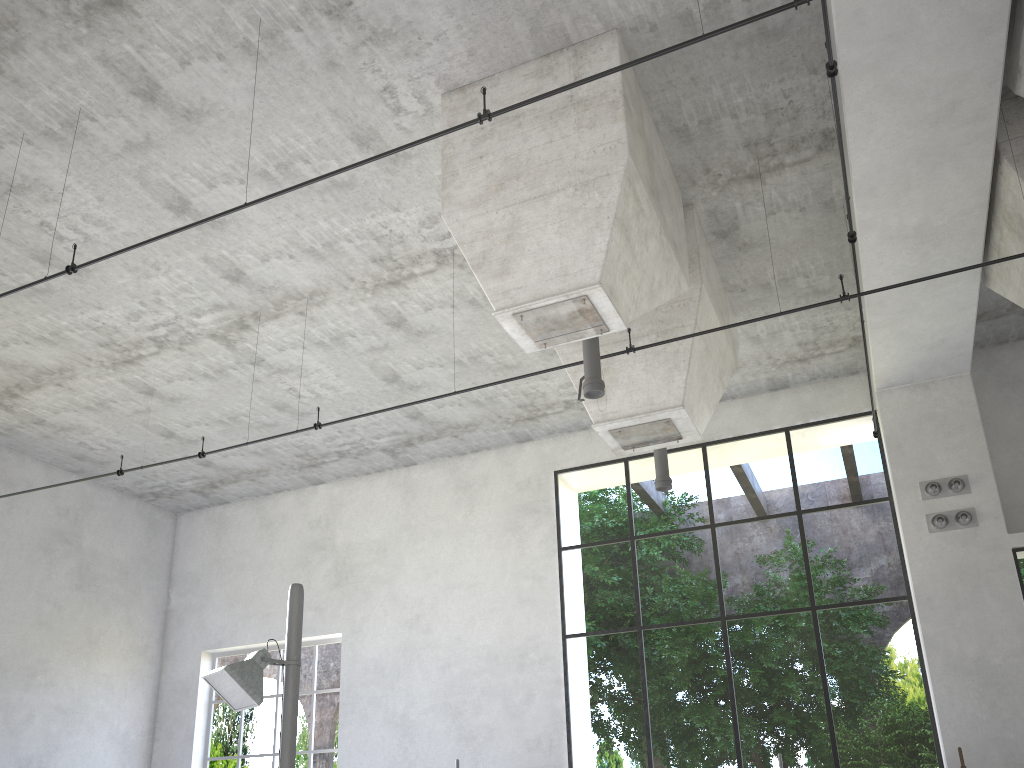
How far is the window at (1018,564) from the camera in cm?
1269

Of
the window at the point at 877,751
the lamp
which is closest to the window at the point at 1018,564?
the window at the point at 877,751

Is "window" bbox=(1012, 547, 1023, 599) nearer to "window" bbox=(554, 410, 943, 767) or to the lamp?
"window" bbox=(554, 410, 943, 767)

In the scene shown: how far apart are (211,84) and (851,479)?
28.6m

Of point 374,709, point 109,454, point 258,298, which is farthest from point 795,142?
point 109,454

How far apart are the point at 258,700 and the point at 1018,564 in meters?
13.0 m

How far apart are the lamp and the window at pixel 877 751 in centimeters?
633cm

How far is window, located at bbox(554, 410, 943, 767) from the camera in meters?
23.4 m

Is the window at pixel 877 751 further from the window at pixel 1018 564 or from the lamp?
the lamp

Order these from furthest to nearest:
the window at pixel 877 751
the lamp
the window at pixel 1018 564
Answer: the window at pixel 877 751, the window at pixel 1018 564, the lamp
